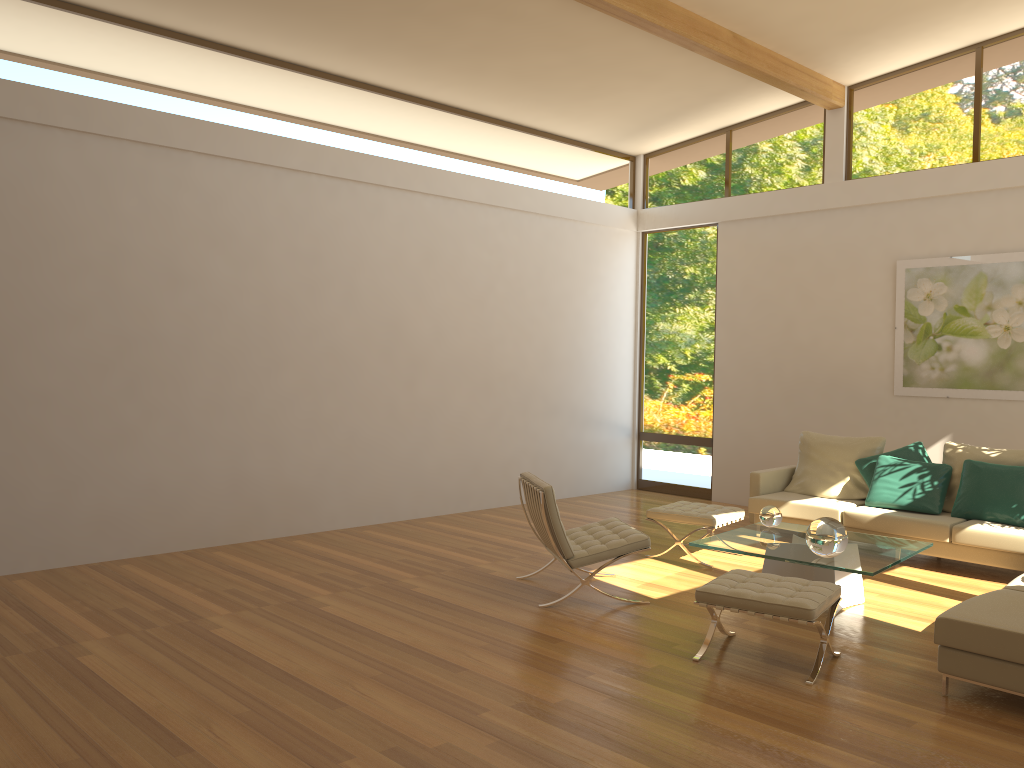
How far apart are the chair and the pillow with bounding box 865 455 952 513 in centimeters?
247cm

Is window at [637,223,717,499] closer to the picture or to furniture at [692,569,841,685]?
the picture

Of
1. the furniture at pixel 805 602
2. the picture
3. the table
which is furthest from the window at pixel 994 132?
the furniture at pixel 805 602

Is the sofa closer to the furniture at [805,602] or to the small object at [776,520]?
the furniture at [805,602]

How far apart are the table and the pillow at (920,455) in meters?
1.7

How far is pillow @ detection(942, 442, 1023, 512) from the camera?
6.9 meters

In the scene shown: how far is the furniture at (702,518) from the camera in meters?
6.7 m

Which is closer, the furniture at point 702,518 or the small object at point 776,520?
the small object at point 776,520

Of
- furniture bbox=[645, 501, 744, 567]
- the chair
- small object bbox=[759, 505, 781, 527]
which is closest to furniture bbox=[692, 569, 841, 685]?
the chair

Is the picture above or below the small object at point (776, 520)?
above
